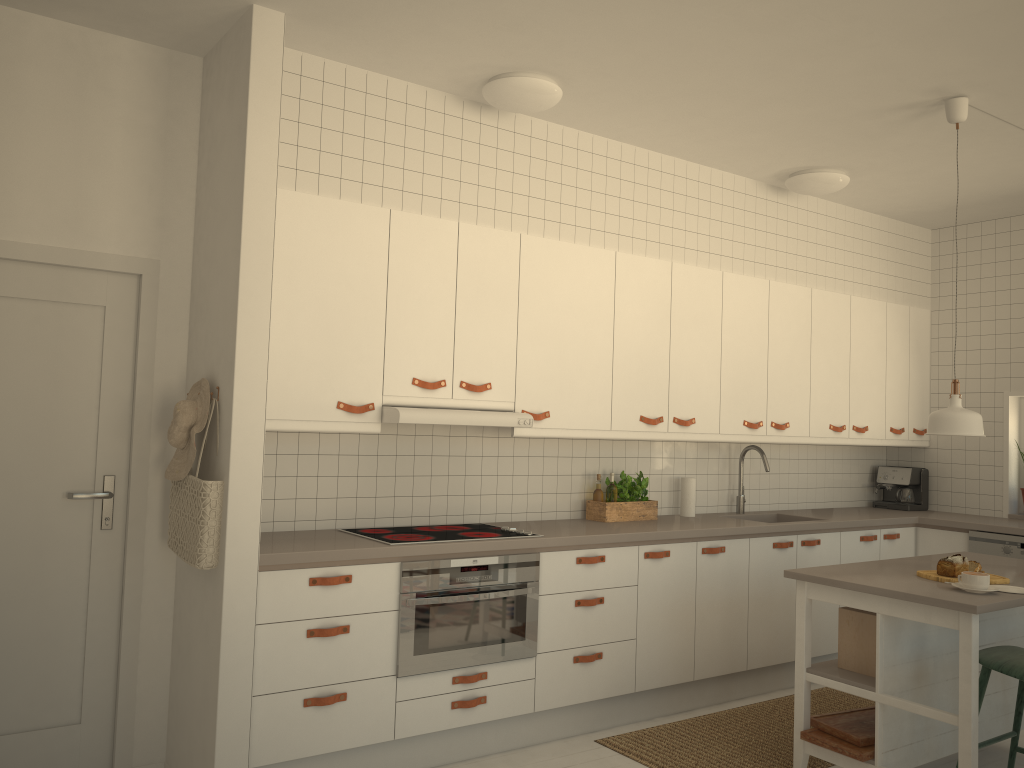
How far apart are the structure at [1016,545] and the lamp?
1.9 meters

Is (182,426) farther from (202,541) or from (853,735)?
(853,735)

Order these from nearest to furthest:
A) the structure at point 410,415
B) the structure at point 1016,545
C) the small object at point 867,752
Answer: the small object at point 867,752 → the structure at point 410,415 → the structure at point 1016,545

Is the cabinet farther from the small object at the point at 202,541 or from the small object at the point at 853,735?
the small object at the point at 853,735

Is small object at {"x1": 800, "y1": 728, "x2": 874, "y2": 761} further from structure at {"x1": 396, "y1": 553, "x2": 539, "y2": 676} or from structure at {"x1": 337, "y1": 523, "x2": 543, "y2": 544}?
structure at {"x1": 337, "y1": 523, "x2": 543, "y2": 544}

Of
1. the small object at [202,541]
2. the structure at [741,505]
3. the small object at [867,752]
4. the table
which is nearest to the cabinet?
the small object at [202,541]

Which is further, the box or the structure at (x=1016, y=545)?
the structure at (x=1016, y=545)

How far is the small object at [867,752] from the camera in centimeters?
334cm

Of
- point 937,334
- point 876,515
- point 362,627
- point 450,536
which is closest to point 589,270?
point 450,536

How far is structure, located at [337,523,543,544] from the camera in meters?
3.7
